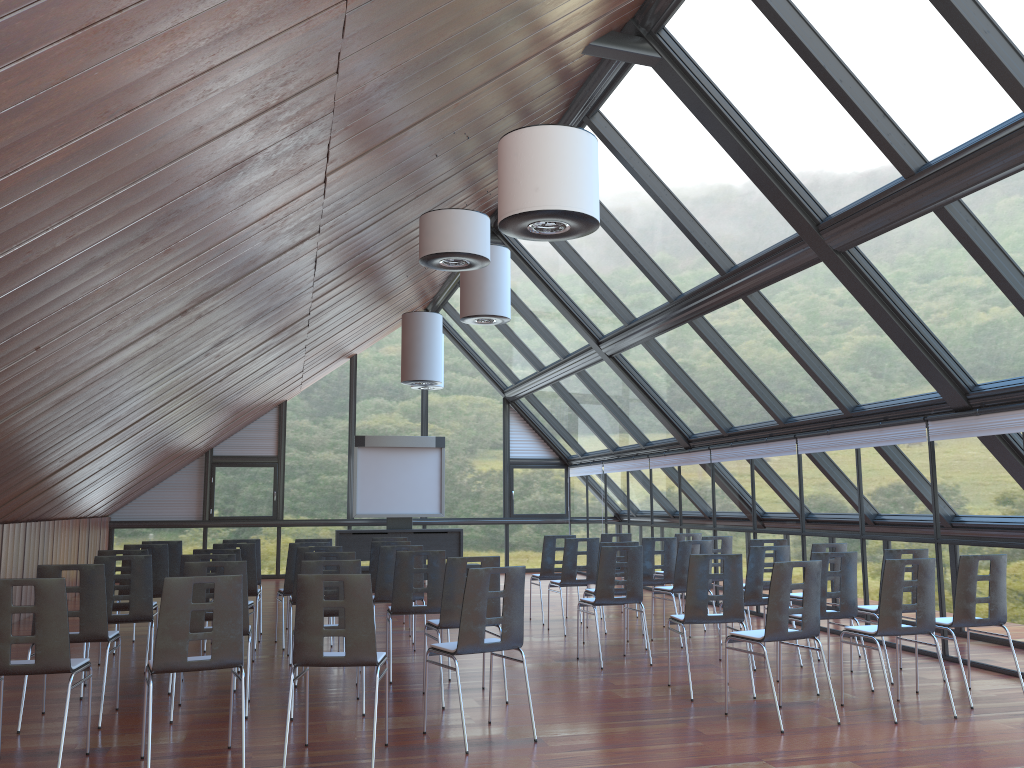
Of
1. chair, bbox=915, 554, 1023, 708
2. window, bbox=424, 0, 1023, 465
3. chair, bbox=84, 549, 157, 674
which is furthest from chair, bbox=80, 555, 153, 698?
chair, bbox=915, 554, 1023, 708

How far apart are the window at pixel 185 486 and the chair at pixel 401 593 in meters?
12.1

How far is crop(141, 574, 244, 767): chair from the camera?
5.4 meters

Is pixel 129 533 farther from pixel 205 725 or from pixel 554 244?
pixel 205 725

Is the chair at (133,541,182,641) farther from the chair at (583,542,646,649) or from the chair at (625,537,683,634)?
the chair at (625,537,683,634)

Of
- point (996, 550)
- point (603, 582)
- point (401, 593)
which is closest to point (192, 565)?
point (401, 593)

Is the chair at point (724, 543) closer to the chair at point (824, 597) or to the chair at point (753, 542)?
the chair at point (753, 542)

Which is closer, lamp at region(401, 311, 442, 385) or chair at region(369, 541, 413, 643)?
chair at region(369, 541, 413, 643)

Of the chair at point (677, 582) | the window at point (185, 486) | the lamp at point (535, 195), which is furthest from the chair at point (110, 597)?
the window at point (185, 486)

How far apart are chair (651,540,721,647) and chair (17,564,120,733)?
5.9m
